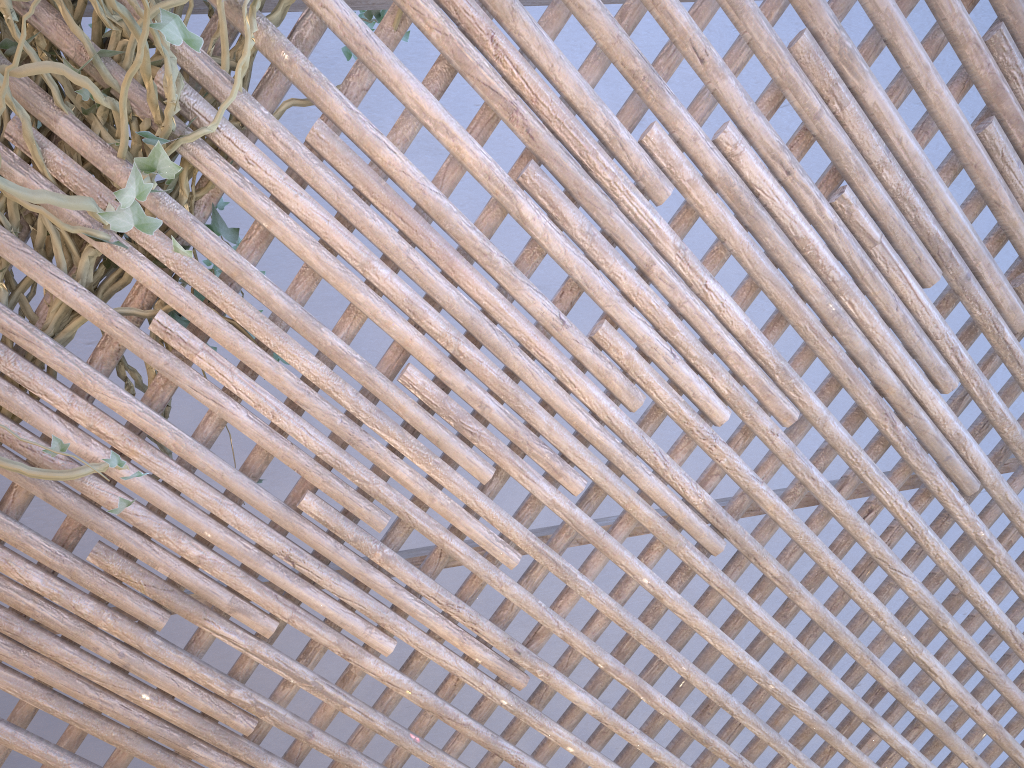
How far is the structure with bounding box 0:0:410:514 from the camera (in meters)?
1.04

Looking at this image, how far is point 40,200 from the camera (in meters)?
1.04

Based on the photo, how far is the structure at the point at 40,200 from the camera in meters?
1.0 m
